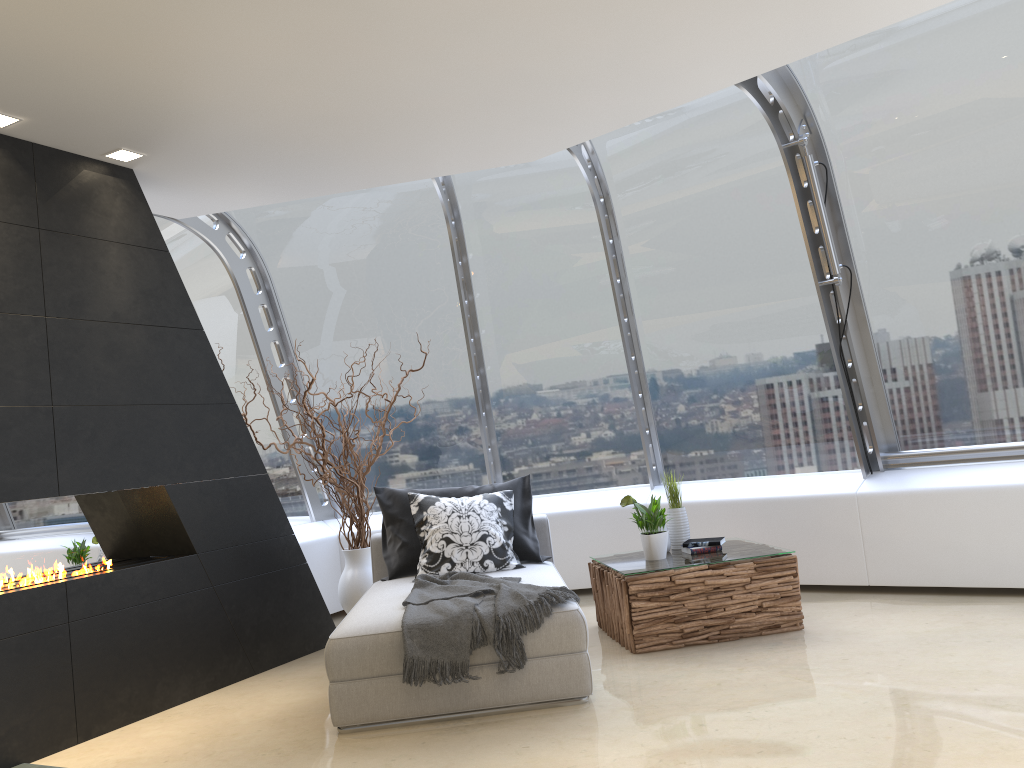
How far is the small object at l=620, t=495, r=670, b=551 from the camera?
5.2 meters

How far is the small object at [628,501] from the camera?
5.25m

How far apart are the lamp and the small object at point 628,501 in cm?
334

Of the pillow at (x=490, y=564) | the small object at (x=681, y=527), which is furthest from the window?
the pillow at (x=490, y=564)

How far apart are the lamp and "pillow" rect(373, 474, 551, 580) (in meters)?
2.42

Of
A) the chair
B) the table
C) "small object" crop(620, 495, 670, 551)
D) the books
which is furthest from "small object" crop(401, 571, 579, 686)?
the books

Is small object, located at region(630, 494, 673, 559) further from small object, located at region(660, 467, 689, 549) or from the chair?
the chair

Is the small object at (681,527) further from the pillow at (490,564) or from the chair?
the pillow at (490,564)

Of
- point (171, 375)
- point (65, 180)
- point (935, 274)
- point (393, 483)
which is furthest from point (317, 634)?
point (935, 274)

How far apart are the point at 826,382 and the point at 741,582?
1.87m
